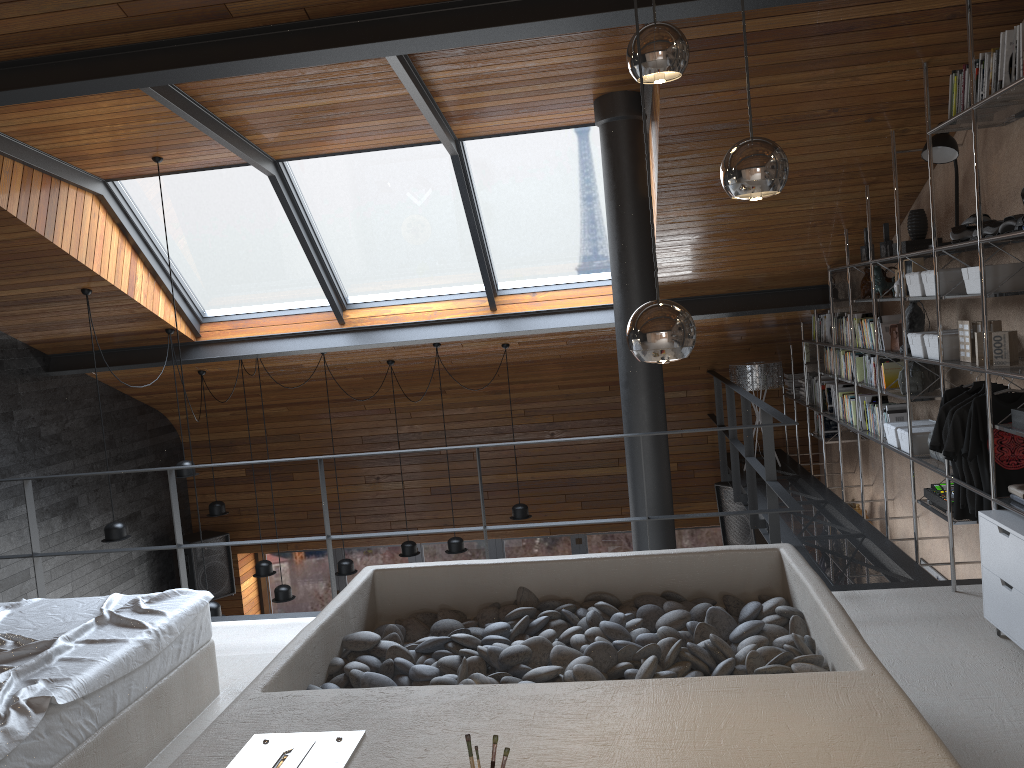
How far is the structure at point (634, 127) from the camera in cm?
548

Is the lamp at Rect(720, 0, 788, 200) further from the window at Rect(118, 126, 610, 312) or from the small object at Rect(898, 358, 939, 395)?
the window at Rect(118, 126, 610, 312)

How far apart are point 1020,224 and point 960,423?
1.0 meters

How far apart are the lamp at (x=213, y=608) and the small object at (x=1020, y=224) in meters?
5.4

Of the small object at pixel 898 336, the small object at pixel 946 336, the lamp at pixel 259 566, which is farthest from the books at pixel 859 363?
the lamp at pixel 259 566

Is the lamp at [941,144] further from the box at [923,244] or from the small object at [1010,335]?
the small object at [1010,335]

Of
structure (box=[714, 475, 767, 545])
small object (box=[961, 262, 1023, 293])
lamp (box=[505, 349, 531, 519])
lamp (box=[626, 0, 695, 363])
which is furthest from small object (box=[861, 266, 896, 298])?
lamp (box=[626, 0, 695, 363])

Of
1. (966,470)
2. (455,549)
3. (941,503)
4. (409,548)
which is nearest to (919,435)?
(941,503)

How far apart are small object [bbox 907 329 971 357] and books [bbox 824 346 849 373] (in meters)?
2.17

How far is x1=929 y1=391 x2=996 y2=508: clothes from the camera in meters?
4.4 m
